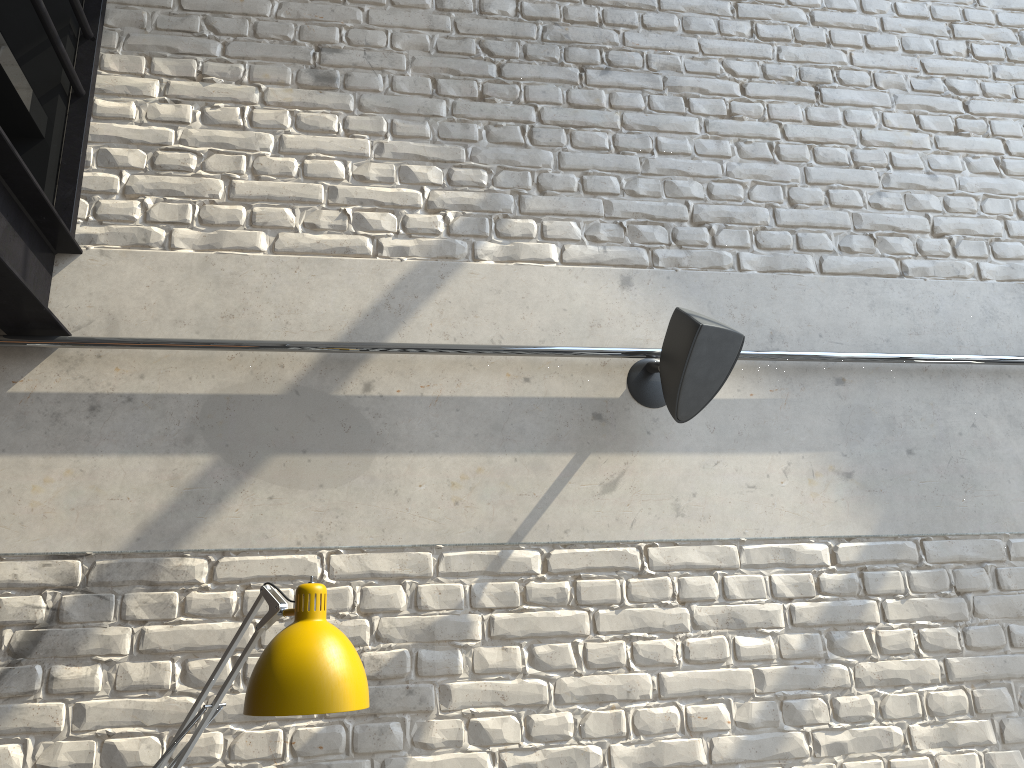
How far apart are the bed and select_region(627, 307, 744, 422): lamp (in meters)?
1.59

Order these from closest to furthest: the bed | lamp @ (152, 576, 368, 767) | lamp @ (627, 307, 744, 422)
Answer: lamp @ (152, 576, 368, 767) → the bed → lamp @ (627, 307, 744, 422)

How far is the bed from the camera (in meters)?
2.09

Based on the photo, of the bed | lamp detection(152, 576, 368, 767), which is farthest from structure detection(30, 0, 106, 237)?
lamp detection(152, 576, 368, 767)

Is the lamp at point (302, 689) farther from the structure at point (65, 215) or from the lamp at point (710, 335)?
the structure at point (65, 215)

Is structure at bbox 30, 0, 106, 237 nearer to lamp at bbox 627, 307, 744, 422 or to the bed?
the bed

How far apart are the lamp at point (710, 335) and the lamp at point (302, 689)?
1.1 meters

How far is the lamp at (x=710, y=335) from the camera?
2.2 meters

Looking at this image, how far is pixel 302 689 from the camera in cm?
139

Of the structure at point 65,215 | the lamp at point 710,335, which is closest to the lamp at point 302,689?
the lamp at point 710,335
